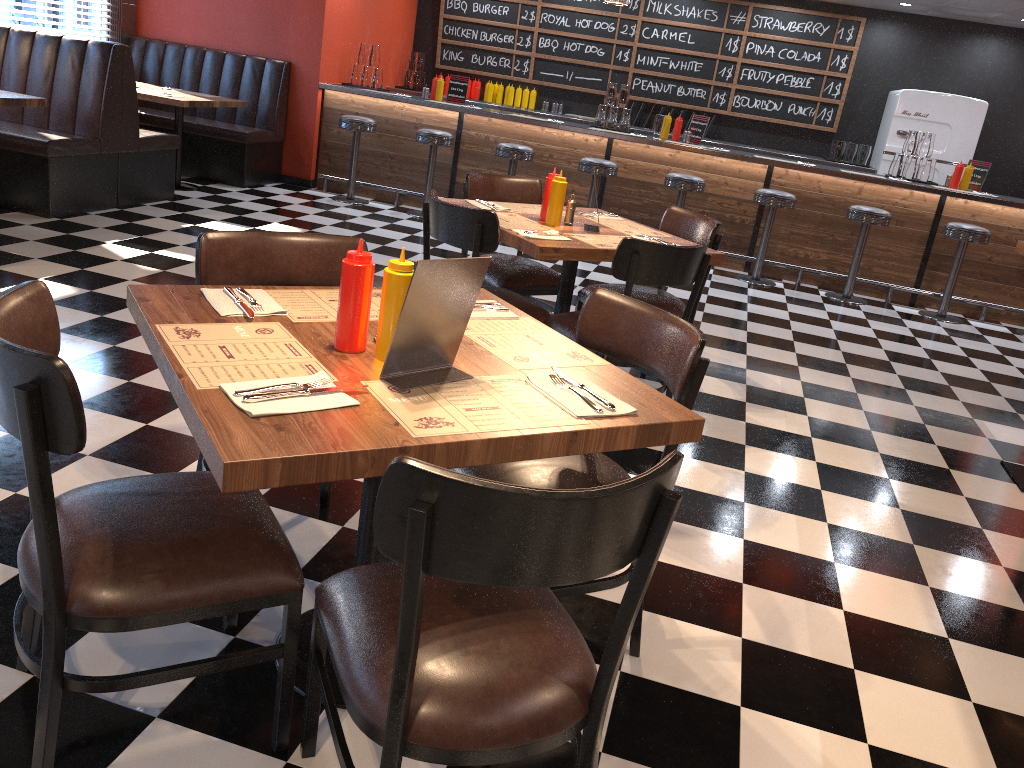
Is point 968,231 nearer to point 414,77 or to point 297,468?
point 414,77

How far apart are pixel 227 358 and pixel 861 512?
2.6 meters

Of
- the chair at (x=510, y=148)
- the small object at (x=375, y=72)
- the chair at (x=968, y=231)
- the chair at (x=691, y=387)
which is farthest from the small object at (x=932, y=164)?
the chair at (x=691, y=387)

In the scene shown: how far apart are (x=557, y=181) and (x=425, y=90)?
5.1m

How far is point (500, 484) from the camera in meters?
1.2

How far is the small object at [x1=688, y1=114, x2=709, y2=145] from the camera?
7.91m

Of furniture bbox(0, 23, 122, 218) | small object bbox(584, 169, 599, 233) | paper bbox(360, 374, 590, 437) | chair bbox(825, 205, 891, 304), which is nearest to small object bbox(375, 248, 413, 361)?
paper bbox(360, 374, 590, 437)

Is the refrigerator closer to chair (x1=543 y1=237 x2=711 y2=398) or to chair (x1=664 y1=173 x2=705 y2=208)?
chair (x1=664 y1=173 x2=705 y2=208)

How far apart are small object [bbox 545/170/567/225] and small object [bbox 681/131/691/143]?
4.54m

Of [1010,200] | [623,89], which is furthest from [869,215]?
[623,89]
